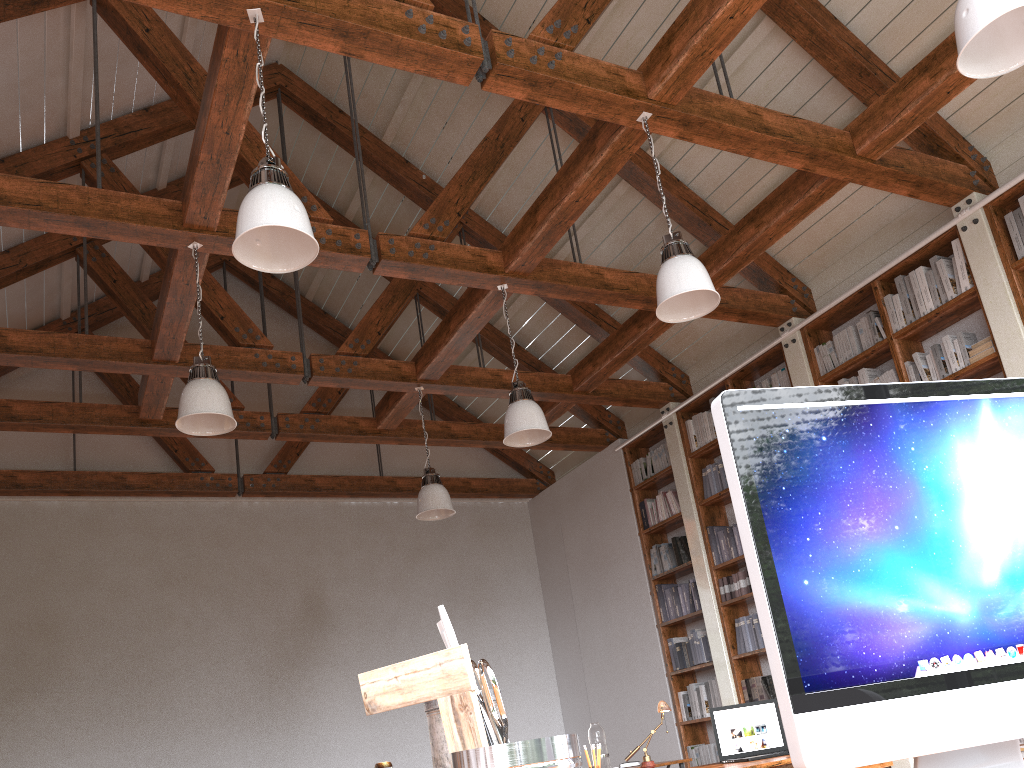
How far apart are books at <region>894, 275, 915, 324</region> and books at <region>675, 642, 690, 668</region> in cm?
332

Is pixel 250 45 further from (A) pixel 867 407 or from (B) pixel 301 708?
(B) pixel 301 708

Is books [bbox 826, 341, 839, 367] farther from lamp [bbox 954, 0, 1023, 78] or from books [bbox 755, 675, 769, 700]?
lamp [bbox 954, 0, 1023, 78]

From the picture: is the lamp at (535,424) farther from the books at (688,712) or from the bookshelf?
the books at (688,712)

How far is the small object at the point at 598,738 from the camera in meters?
5.4

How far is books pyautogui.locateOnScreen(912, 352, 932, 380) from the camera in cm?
558

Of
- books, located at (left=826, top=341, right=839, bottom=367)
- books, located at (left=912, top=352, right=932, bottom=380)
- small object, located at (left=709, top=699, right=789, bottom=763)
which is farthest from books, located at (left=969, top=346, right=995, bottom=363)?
small object, located at (left=709, top=699, right=789, bottom=763)

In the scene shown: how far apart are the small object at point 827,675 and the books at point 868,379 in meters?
5.3

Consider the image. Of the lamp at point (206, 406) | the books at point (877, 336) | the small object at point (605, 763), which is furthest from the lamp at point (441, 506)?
the books at point (877, 336)

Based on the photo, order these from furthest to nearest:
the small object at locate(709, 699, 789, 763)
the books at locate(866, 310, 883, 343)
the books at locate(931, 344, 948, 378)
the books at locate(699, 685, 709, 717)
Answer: the books at locate(699, 685, 709, 717)
the books at locate(866, 310, 883, 343)
the books at locate(931, 344, 948, 378)
the small object at locate(709, 699, 789, 763)
